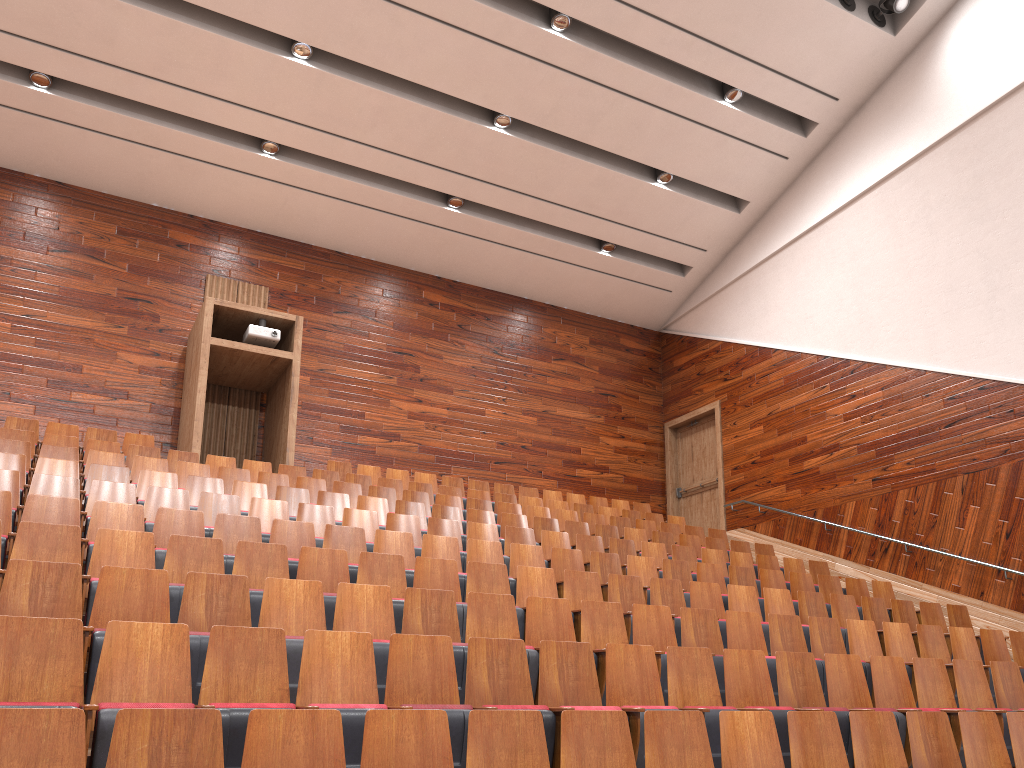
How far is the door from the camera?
1.4 meters

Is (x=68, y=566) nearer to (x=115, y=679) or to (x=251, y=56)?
(x=115, y=679)

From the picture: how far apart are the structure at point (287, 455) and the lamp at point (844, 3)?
0.8 meters

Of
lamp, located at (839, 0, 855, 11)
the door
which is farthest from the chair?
lamp, located at (839, 0, 855, 11)

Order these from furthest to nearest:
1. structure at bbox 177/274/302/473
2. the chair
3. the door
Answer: the door, structure at bbox 177/274/302/473, the chair

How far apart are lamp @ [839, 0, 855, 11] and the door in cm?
60

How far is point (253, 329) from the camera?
1.1 meters

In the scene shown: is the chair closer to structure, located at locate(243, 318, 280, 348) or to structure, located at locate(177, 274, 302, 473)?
structure, located at locate(177, 274, 302, 473)

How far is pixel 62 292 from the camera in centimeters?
112cm

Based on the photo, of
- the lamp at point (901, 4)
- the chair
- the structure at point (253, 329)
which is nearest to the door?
the chair
